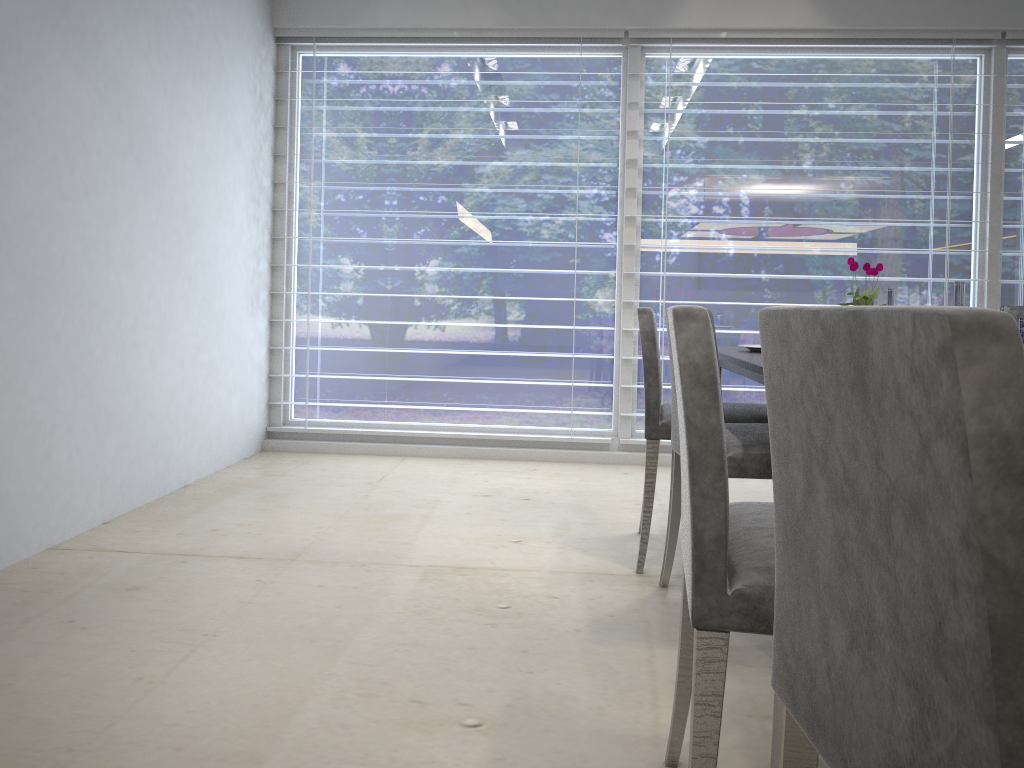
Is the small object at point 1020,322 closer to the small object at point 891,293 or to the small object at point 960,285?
the small object at point 960,285

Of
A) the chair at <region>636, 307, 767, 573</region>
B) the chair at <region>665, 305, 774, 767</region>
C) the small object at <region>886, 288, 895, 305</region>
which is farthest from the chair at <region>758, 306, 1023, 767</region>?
the small object at <region>886, 288, 895, 305</region>

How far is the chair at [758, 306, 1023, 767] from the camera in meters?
0.5

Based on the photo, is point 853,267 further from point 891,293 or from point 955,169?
point 955,169

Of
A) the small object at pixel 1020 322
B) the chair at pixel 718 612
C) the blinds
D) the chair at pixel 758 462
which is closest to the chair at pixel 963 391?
the chair at pixel 718 612

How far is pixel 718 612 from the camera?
1.1 meters

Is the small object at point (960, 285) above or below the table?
above

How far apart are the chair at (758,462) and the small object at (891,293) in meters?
0.6

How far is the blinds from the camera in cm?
413

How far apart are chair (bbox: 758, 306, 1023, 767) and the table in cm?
118
